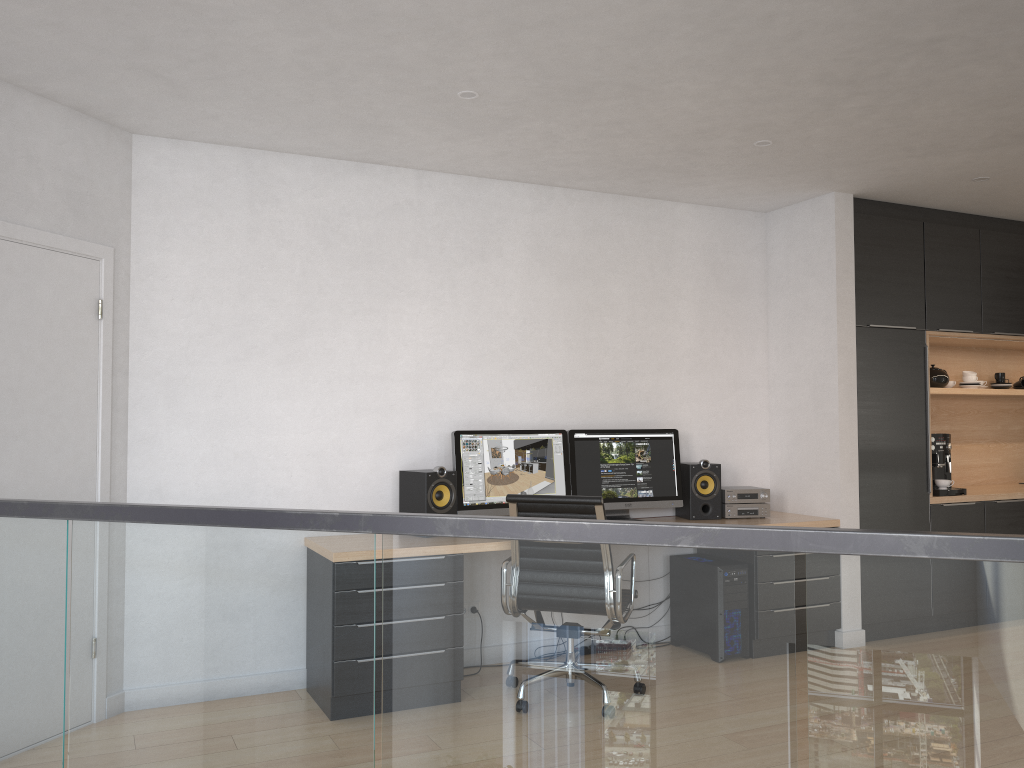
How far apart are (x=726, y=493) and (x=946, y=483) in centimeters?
159cm

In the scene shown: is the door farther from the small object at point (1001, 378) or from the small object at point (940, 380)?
the small object at point (1001, 378)

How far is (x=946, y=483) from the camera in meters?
5.7

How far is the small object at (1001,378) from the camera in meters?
6.5

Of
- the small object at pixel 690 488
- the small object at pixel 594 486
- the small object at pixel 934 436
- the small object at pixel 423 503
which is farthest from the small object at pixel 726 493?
the small object at pixel 423 503

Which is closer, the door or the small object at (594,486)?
the door

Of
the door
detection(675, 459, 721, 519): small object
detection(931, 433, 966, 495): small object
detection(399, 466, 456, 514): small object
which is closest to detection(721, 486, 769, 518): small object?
detection(675, 459, 721, 519): small object

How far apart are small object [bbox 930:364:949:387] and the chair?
3.4 meters

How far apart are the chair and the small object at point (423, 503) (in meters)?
0.49

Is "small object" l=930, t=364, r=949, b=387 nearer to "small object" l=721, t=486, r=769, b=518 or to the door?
"small object" l=721, t=486, r=769, b=518
